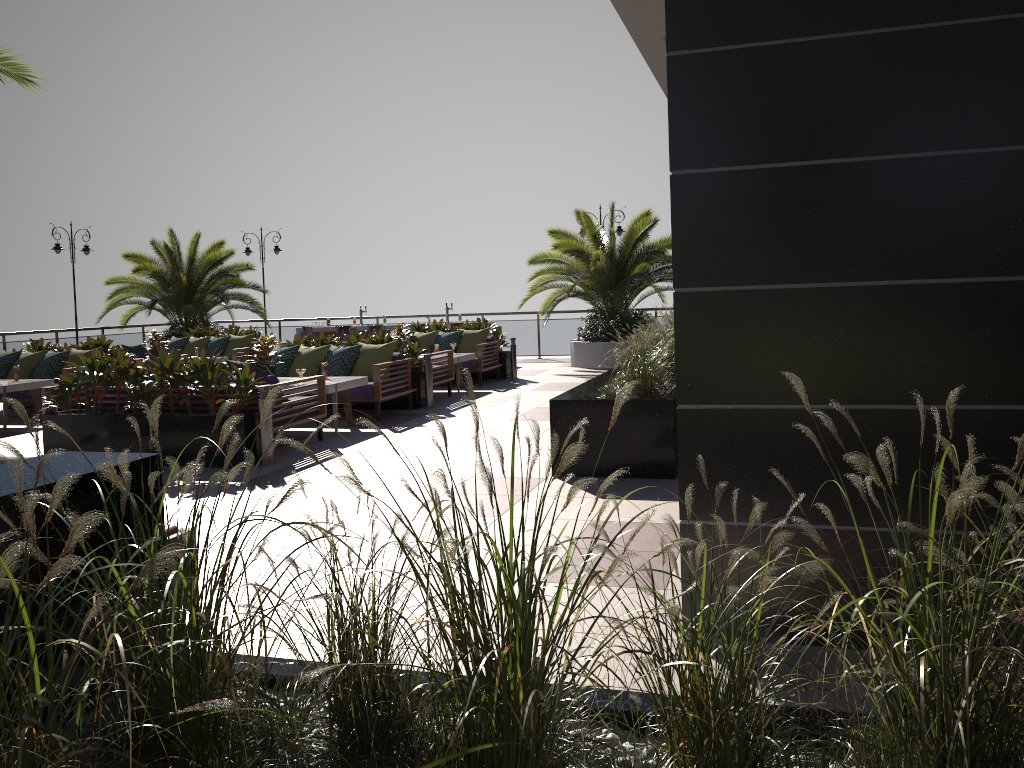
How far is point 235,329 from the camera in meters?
16.5

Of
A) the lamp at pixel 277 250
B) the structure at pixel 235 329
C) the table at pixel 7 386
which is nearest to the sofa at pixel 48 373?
the table at pixel 7 386

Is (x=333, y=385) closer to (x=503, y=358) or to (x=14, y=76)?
(x=14, y=76)

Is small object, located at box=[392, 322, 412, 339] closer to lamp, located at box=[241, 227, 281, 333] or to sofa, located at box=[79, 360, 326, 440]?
sofa, located at box=[79, 360, 326, 440]

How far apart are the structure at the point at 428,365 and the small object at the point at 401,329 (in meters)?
2.14

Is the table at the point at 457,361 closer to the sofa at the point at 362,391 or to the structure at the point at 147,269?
the sofa at the point at 362,391

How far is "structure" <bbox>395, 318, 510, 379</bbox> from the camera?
15.13m

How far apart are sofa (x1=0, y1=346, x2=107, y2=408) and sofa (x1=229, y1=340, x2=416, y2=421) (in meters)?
2.91

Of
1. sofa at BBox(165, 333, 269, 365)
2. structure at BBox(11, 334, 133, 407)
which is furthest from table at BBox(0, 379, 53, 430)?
sofa at BBox(165, 333, 269, 365)

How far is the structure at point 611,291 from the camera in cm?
1620
